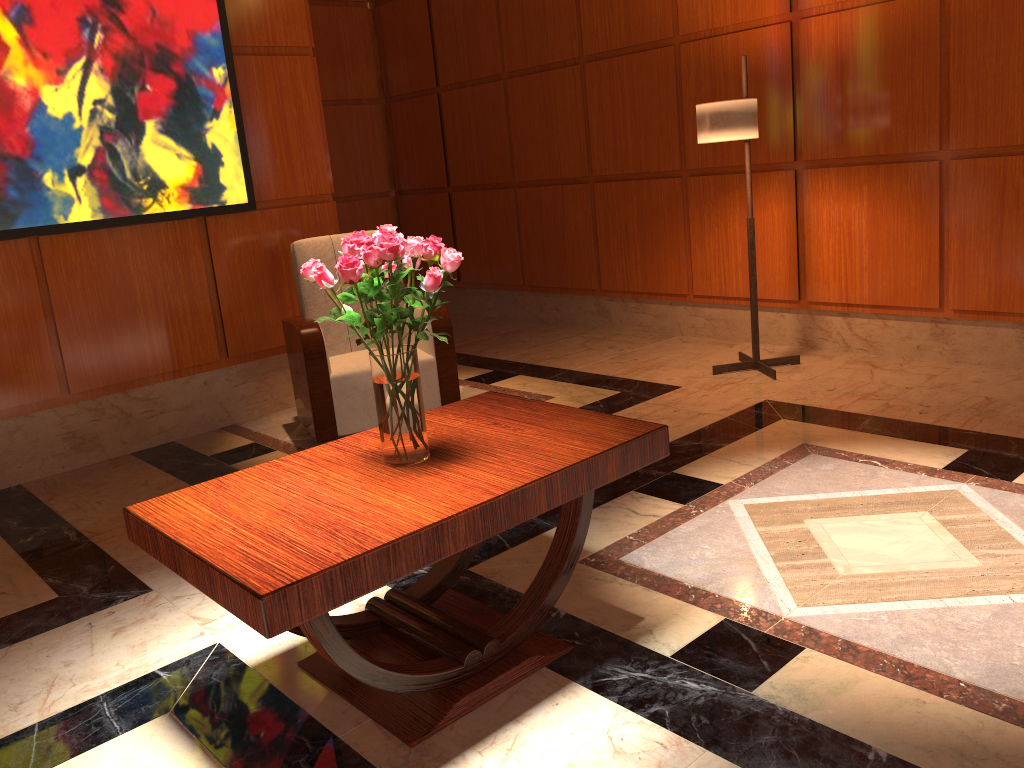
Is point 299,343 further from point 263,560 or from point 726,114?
point 263,560

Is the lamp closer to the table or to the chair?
the chair

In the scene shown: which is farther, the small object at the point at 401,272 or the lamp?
the lamp

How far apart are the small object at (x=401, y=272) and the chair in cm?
193

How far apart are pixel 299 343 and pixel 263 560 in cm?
249

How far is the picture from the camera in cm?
390

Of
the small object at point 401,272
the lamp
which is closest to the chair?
the lamp

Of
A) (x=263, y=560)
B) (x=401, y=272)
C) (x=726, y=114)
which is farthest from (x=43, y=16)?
(x=263, y=560)

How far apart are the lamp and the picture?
2.3m

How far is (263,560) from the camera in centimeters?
175cm
